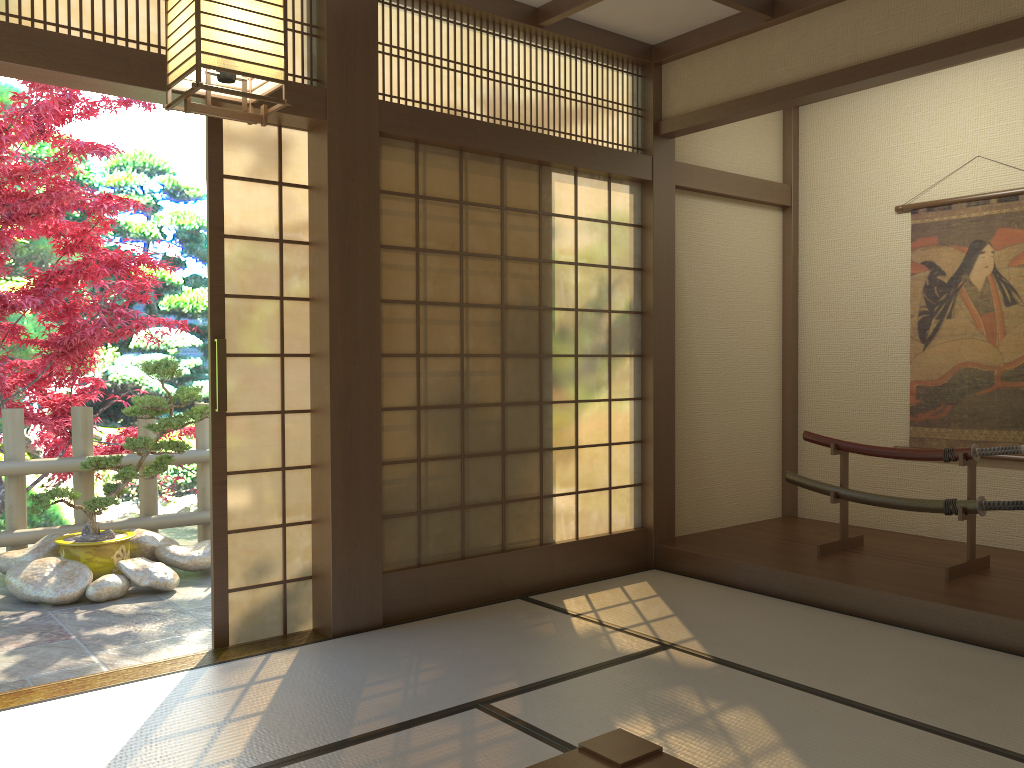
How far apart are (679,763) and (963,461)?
3.1m

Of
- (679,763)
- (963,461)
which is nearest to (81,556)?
(679,763)

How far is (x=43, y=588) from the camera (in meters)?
4.77

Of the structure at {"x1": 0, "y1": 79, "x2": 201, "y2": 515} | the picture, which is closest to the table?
the picture

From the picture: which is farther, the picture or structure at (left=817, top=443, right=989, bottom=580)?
the picture

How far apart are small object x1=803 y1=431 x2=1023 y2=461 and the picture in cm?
78

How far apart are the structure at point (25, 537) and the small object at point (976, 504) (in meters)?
3.88

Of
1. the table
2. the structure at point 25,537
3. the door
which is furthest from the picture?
the structure at point 25,537

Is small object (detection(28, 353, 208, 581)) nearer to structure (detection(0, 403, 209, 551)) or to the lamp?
structure (detection(0, 403, 209, 551))

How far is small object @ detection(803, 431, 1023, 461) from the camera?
4.28m
